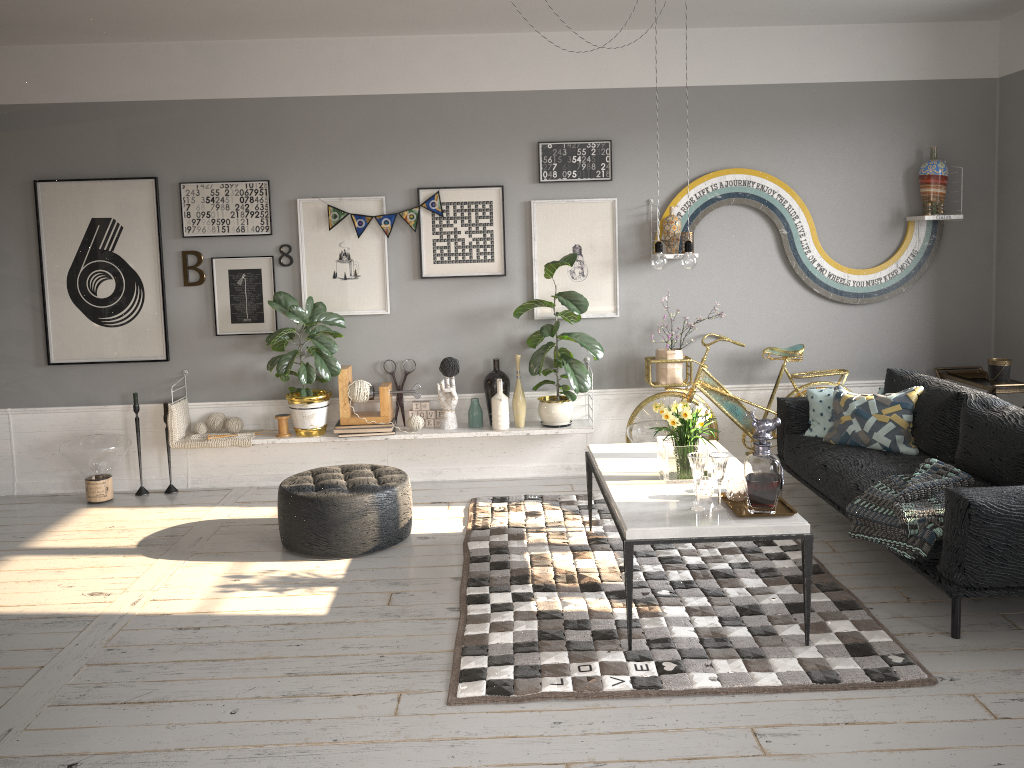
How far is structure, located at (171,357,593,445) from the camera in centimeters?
581cm

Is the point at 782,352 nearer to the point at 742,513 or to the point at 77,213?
the point at 742,513

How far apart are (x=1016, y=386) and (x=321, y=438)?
4.3 meters

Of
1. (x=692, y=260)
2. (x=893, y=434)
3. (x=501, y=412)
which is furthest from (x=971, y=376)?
(x=501, y=412)

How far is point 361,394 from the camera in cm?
580

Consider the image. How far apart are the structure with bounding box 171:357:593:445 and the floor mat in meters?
0.5

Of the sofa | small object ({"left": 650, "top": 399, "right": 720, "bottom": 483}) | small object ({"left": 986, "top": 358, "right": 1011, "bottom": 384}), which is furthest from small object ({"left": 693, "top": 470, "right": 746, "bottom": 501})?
small object ({"left": 986, "top": 358, "right": 1011, "bottom": 384})

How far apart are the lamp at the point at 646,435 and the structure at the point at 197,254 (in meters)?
3.01

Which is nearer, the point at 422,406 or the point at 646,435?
the point at 646,435

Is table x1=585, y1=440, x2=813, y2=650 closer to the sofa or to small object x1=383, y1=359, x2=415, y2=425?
the sofa
